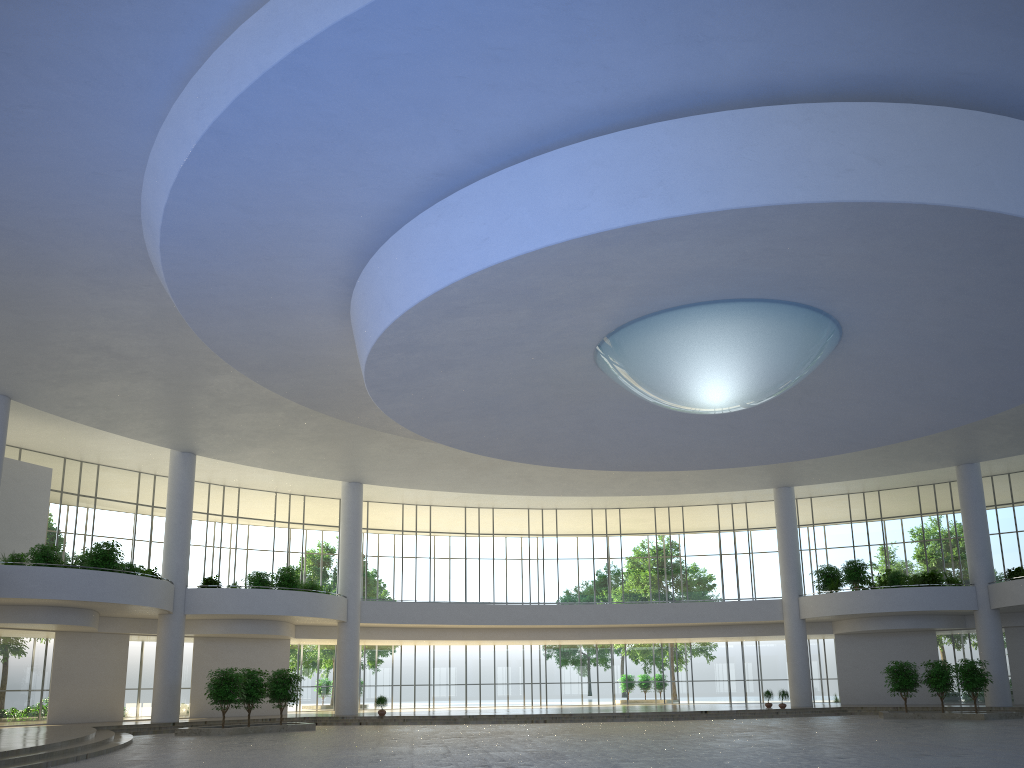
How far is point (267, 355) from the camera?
48.8 meters
